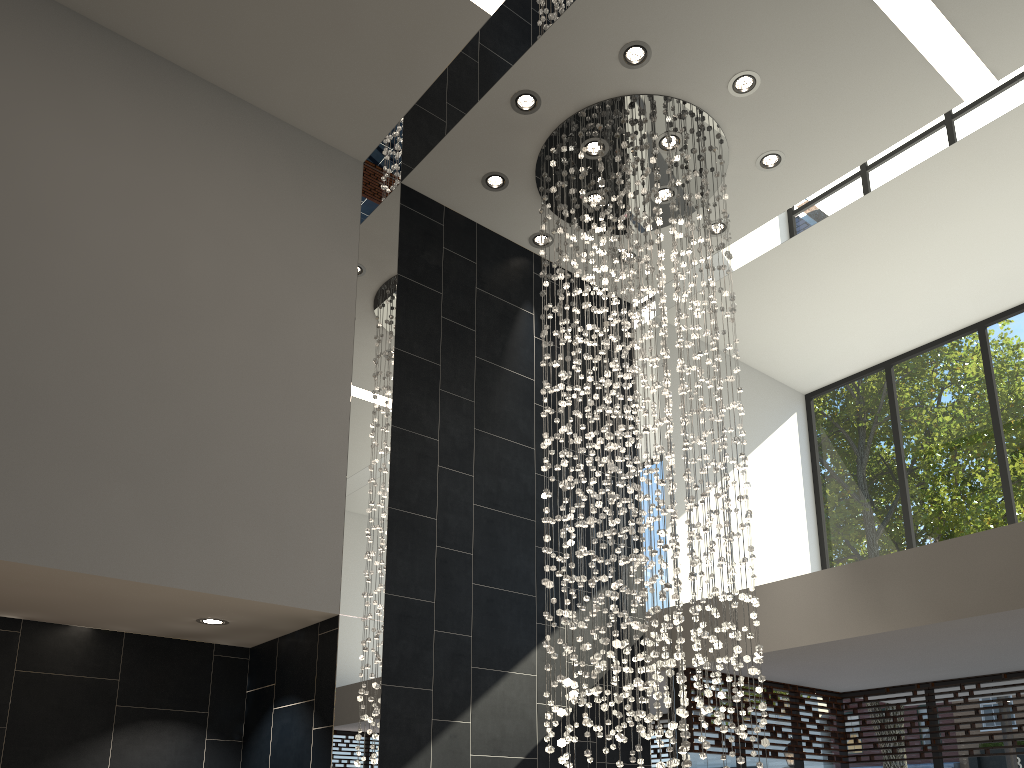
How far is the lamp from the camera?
5.0 meters

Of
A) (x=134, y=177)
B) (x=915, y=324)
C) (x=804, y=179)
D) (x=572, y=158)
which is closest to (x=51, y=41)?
(x=134, y=177)

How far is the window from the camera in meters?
6.9

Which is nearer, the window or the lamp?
the lamp

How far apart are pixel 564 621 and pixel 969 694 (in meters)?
4.03

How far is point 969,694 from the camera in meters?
6.9 m

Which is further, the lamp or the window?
the window

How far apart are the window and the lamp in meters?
1.2

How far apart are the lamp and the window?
1.22m

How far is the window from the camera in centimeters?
690cm
